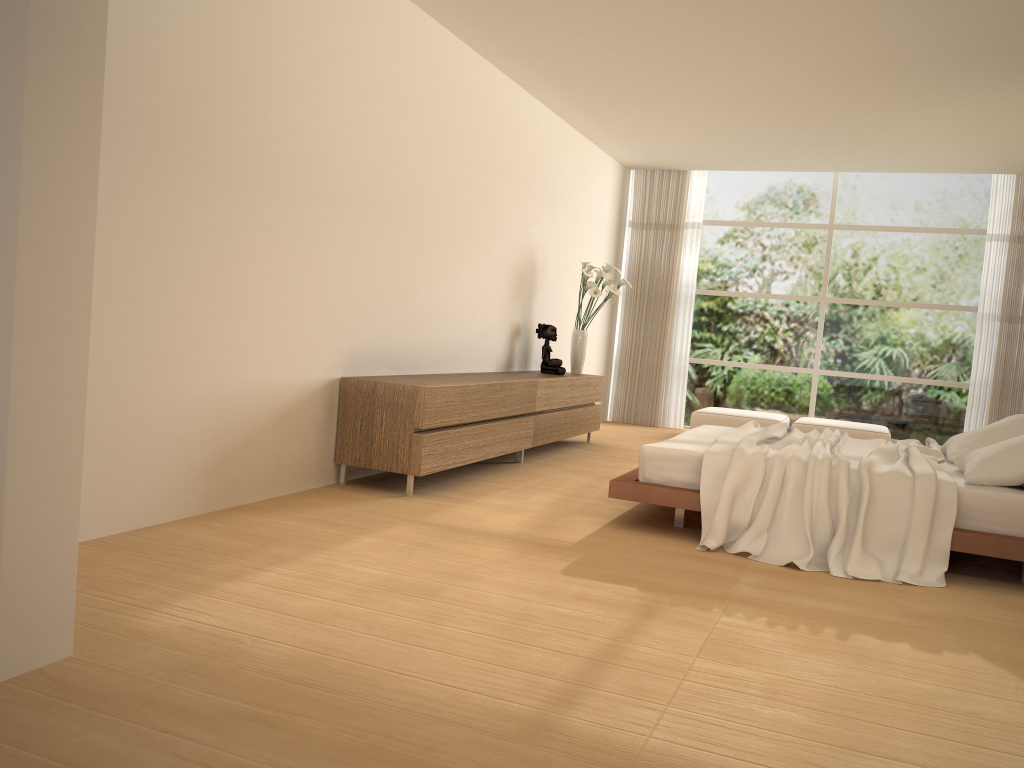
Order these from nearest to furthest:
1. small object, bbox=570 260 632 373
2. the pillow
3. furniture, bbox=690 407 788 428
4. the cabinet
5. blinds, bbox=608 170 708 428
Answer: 1. the pillow
2. the cabinet
3. small object, bbox=570 260 632 373
4. furniture, bbox=690 407 788 428
5. blinds, bbox=608 170 708 428

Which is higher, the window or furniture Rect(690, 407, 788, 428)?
the window

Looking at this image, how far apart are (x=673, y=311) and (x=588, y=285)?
2.8 meters

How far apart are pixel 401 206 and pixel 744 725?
4.3m

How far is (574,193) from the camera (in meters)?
9.08

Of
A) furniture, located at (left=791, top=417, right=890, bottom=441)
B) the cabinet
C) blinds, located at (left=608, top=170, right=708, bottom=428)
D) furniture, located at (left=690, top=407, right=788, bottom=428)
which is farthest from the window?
the cabinet

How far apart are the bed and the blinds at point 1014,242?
4.0m

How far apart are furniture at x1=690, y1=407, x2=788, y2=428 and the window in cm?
90

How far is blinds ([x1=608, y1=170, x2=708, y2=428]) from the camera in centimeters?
1066cm

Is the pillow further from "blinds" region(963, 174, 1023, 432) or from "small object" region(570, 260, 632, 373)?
"blinds" region(963, 174, 1023, 432)
